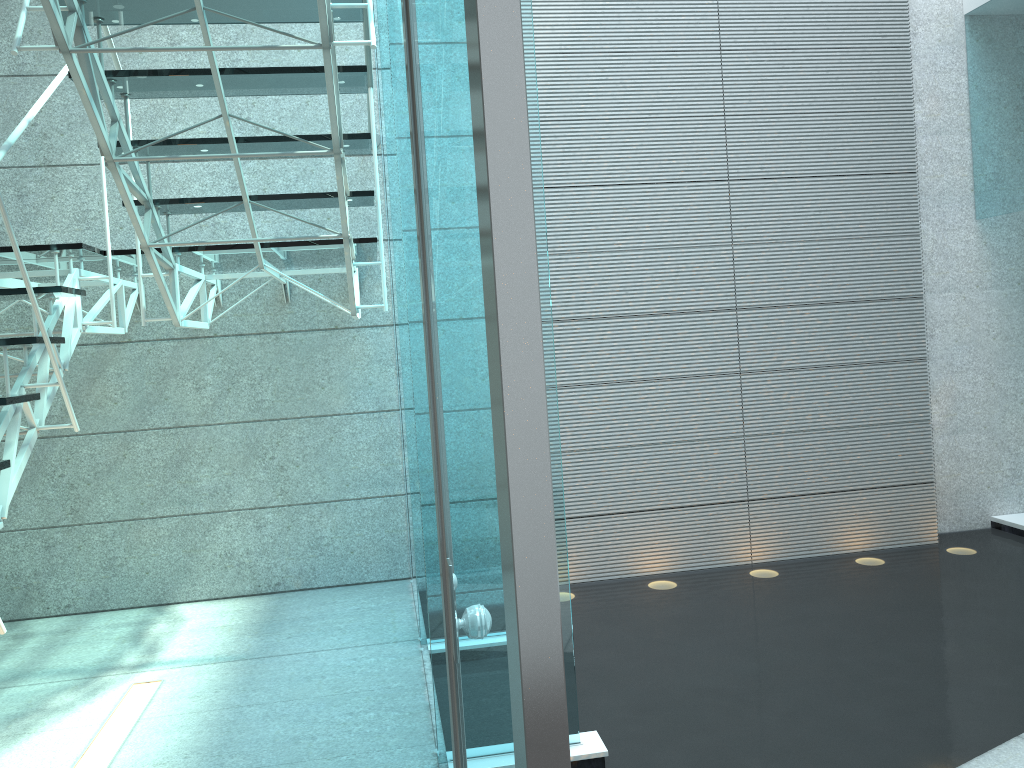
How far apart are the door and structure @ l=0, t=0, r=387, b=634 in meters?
0.9 m

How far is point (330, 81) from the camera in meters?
2.3 m

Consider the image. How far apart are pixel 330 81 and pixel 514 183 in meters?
2.0

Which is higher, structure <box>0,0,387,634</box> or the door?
structure <box>0,0,387,634</box>

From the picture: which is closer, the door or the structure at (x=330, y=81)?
the door

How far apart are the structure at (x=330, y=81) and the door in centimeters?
92cm

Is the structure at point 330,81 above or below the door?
above

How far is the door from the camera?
0.55m

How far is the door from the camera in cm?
55

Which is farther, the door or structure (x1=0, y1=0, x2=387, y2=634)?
structure (x1=0, y1=0, x2=387, y2=634)
